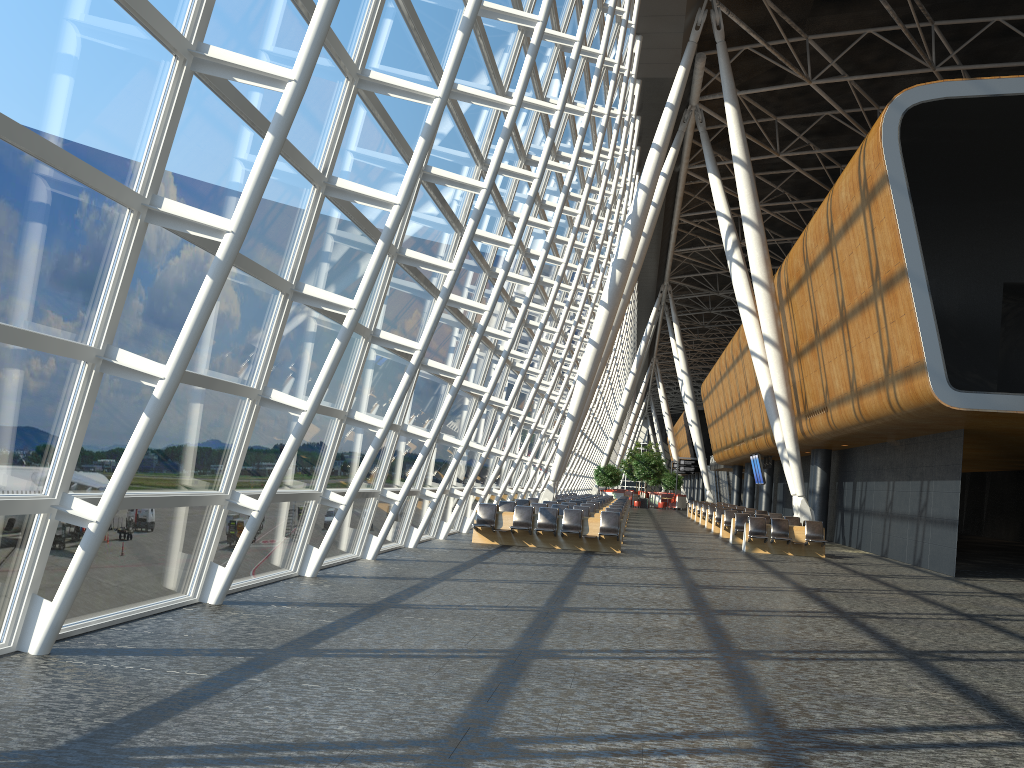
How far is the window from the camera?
5.6m

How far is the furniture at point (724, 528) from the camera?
27.2m

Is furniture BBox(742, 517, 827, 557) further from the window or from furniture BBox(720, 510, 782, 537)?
the window

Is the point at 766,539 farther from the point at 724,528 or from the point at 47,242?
the point at 47,242

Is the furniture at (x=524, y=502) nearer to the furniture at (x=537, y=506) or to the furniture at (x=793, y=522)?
the furniture at (x=537, y=506)

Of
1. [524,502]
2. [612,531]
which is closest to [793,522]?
[524,502]

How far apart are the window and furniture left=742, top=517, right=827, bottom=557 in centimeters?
680cm

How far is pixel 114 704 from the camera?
5.1 meters

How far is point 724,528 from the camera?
27.24m

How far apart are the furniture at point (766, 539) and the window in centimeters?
680cm
